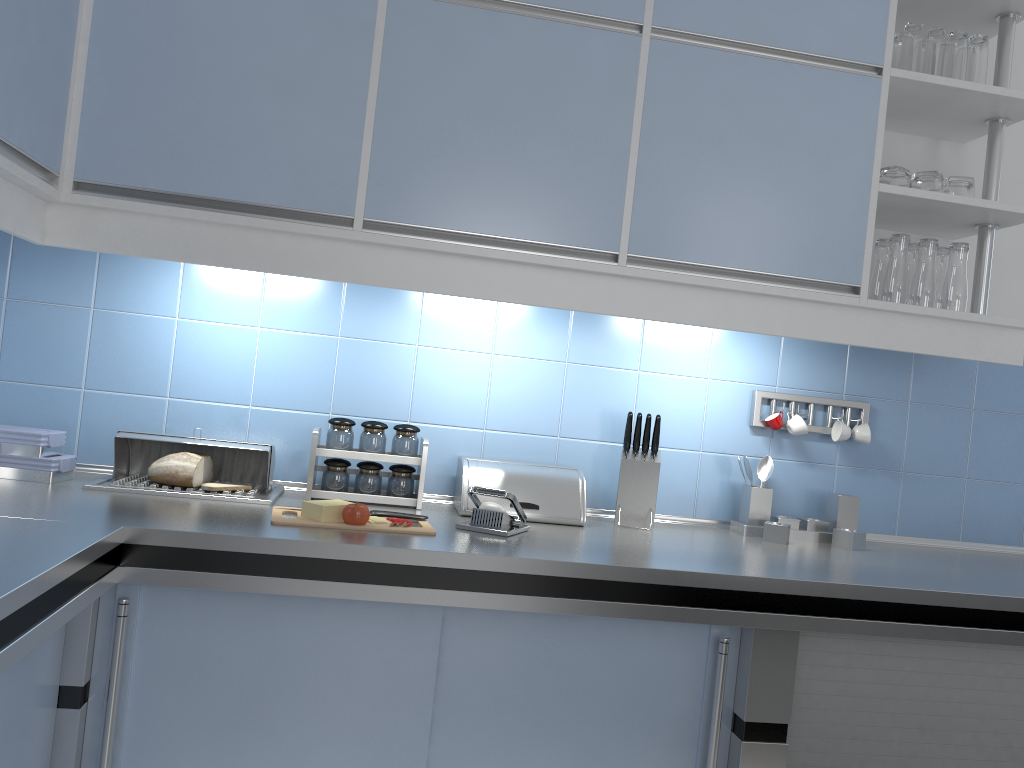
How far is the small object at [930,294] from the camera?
2.2 meters

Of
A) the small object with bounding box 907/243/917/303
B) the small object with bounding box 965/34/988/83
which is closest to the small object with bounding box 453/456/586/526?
the small object with bounding box 907/243/917/303

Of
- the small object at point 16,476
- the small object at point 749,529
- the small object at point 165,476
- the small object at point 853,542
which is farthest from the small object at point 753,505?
the small object at point 16,476

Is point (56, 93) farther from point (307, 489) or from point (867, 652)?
point (867, 652)

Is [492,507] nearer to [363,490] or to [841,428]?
[363,490]

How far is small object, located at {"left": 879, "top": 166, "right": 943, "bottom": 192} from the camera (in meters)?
2.22

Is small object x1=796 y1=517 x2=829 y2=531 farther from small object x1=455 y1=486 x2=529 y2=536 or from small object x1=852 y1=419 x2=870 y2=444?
small object x1=455 y1=486 x2=529 y2=536

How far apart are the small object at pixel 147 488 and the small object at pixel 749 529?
1.18m

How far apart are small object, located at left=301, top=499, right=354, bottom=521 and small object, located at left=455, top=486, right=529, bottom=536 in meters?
0.3

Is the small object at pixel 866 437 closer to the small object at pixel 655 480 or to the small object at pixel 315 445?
the small object at pixel 655 480
